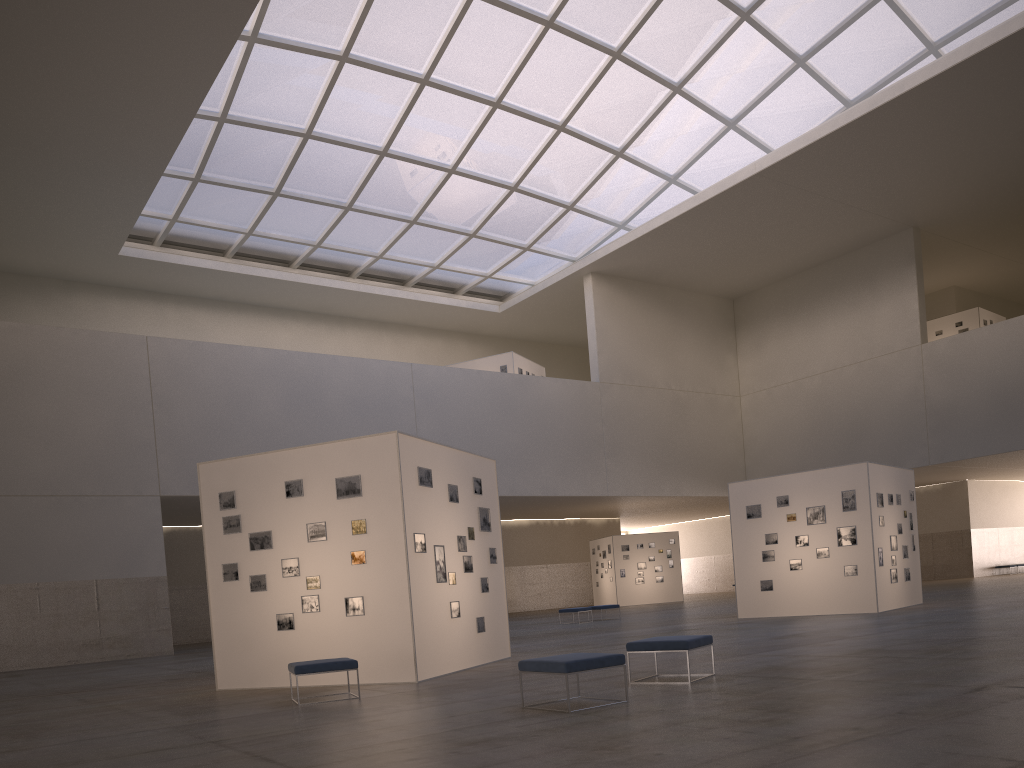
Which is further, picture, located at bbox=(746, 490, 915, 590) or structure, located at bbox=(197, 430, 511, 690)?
picture, located at bbox=(746, 490, 915, 590)

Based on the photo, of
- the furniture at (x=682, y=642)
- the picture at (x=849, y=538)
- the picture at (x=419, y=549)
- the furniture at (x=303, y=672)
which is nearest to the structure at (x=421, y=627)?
the picture at (x=419, y=549)

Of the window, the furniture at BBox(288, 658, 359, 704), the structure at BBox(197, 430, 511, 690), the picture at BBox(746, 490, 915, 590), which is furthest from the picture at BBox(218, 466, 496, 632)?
the window

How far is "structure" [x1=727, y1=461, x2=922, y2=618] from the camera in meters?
25.9

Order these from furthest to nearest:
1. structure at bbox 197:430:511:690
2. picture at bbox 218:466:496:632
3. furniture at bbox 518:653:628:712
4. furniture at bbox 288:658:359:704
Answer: picture at bbox 218:466:496:632, structure at bbox 197:430:511:690, furniture at bbox 288:658:359:704, furniture at bbox 518:653:628:712

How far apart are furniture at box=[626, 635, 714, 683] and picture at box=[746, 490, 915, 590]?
15.3m

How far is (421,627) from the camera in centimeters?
1545cm

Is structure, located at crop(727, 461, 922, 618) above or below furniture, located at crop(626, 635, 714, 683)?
above

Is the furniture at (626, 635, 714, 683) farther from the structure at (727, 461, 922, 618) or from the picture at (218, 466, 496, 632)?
the structure at (727, 461, 922, 618)

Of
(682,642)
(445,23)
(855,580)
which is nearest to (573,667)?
(682,642)
